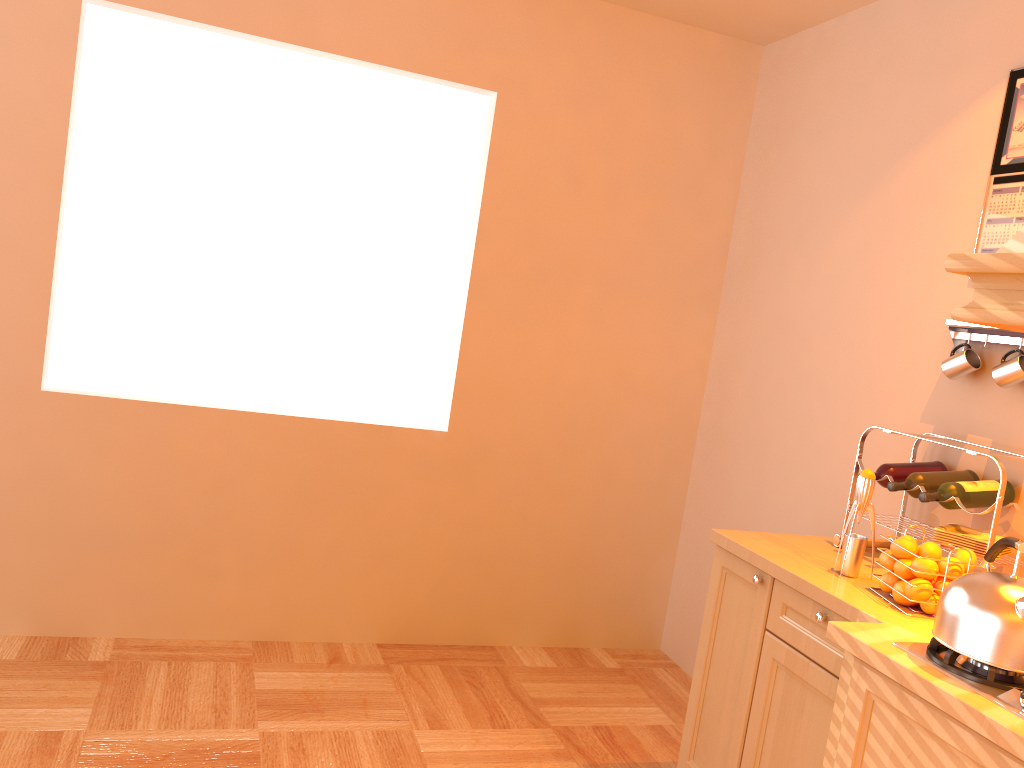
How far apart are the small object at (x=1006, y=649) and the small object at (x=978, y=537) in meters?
0.4

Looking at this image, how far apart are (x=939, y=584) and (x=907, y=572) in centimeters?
7cm

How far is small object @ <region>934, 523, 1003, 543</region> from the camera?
2.30m

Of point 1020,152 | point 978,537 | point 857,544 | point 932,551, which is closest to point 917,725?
point 932,551

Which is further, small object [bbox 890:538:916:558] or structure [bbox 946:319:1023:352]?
structure [bbox 946:319:1023:352]

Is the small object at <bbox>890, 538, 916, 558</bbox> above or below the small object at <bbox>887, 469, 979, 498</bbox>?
below

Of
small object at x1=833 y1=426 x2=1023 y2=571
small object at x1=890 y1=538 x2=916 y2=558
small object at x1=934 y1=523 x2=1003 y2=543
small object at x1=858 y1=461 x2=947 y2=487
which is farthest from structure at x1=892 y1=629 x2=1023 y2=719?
small object at x1=858 y1=461 x2=947 y2=487

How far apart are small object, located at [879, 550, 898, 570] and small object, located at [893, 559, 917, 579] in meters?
0.0 m

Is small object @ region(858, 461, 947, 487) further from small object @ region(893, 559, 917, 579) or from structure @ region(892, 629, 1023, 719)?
structure @ region(892, 629, 1023, 719)

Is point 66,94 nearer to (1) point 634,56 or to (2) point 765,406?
(1) point 634,56
